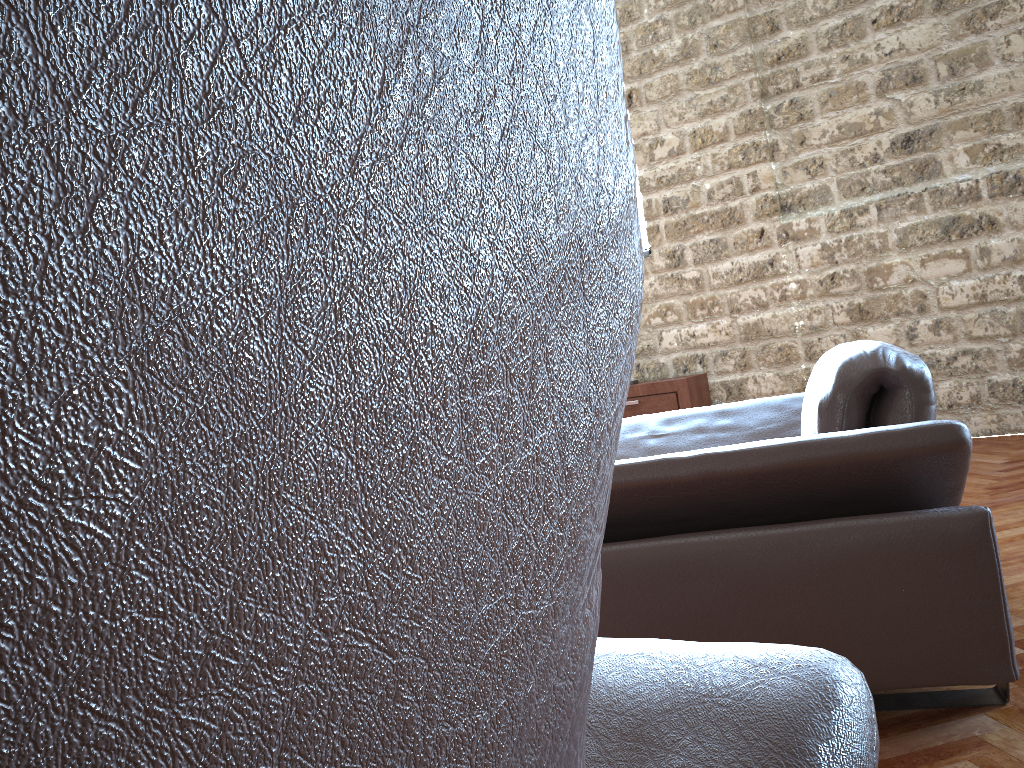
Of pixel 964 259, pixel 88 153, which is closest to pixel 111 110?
pixel 88 153

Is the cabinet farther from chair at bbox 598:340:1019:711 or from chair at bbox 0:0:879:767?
chair at bbox 0:0:879:767

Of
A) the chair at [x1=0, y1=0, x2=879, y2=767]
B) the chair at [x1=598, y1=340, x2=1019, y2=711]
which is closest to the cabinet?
the chair at [x1=598, y1=340, x2=1019, y2=711]

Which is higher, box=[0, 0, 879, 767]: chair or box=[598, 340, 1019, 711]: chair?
box=[0, 0, 879, 767]: chair

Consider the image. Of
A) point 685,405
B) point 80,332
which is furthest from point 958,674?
point 685,405

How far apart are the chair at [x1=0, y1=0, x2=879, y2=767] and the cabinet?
5.24m

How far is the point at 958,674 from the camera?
1.7 meters

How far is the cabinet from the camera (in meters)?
5.87

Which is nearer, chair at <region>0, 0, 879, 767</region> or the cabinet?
chair at <region>0, 0, 879, 767</region>

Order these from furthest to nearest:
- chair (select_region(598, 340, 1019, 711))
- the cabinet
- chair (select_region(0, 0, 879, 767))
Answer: the cabinet
chair (select_region(598, 340, 1019, 711))
chair (select_region(0, 0, 879, 767))
